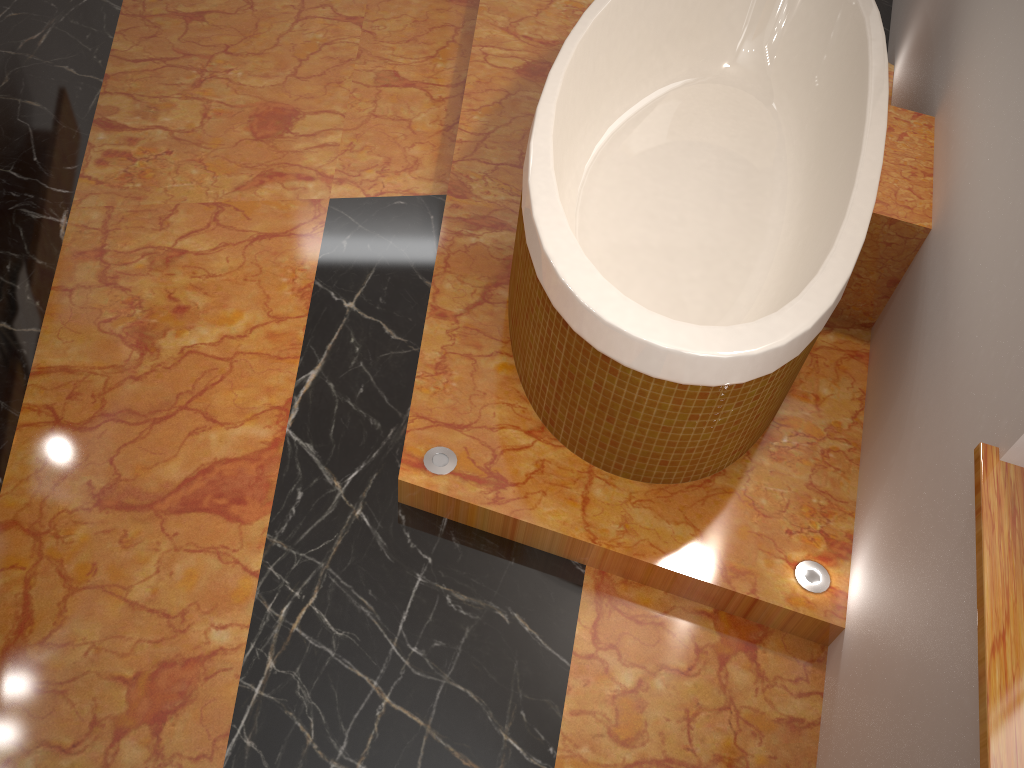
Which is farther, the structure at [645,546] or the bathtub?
the structure at [645,546]

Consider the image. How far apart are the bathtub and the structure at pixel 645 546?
0.0m

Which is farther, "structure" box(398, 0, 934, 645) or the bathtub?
"structure" box(398, 0, 934, 645)

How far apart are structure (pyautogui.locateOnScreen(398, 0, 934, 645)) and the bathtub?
0.0 meters

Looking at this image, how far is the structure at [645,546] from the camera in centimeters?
175cm

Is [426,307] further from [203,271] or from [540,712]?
[540,712]

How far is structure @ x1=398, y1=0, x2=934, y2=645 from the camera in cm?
175
